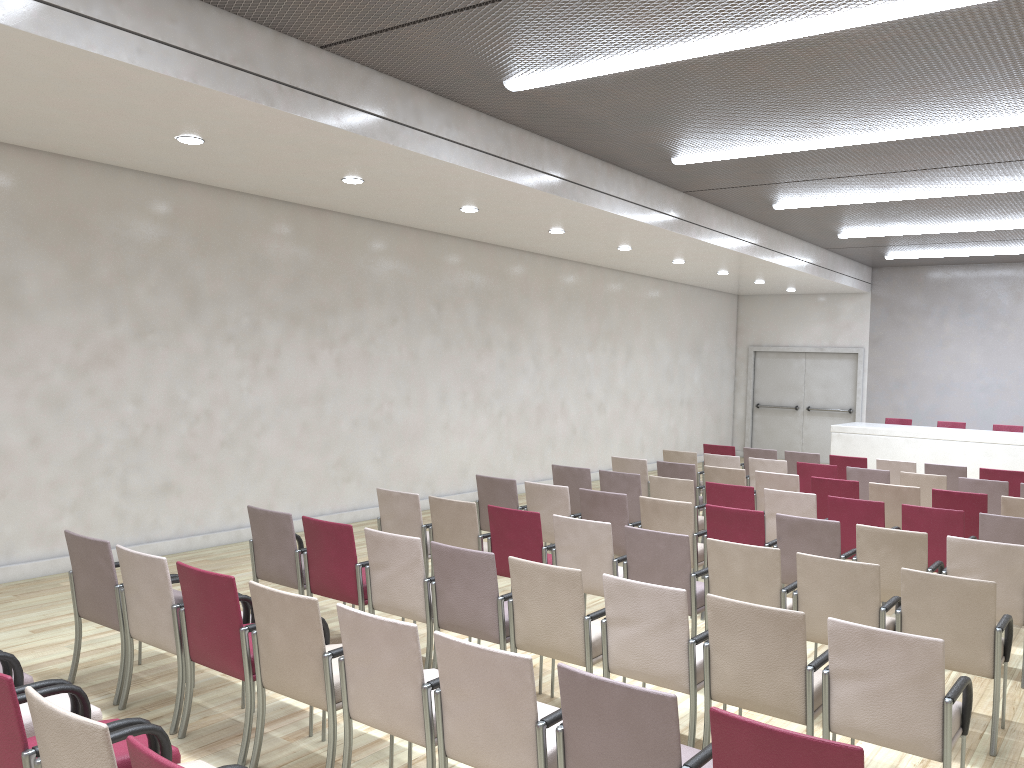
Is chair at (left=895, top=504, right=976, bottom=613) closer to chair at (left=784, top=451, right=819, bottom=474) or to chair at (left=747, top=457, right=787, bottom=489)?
chair at (left=747, top=457, right=787, bottom=489)

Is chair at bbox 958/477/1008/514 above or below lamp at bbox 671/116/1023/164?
below

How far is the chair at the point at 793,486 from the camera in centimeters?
872cm

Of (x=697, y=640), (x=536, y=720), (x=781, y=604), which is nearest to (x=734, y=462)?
(x=781, y=604)

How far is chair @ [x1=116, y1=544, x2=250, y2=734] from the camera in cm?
440

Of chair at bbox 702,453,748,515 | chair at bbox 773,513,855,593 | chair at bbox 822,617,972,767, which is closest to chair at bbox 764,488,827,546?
chair at bbox 773,513,855,593

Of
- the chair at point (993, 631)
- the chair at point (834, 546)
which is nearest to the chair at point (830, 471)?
the chair at point (834, 546)

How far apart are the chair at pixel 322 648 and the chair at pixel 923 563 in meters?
3.6

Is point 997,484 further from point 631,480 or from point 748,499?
point 631,480

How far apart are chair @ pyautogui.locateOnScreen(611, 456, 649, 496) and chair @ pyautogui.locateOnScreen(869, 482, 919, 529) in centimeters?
237cm
